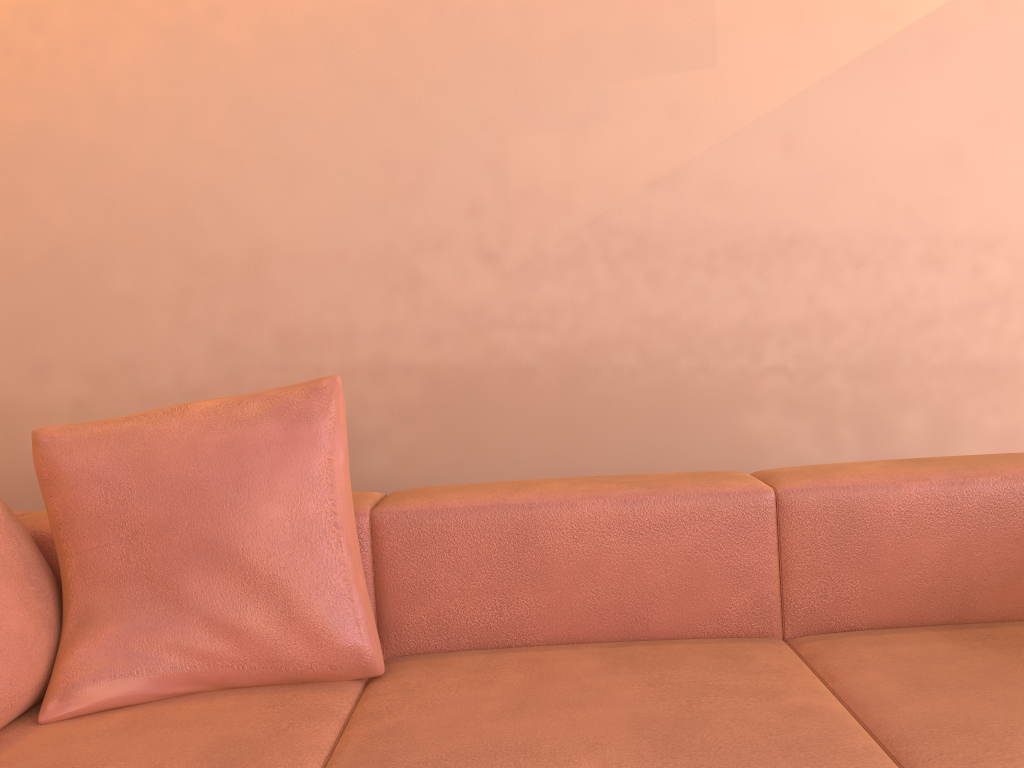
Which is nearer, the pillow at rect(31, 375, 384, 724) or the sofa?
the sofa

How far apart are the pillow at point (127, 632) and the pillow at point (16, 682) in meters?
0.0 m

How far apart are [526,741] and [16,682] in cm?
80

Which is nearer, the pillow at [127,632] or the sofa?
the sofa

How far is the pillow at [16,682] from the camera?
1.4 meters

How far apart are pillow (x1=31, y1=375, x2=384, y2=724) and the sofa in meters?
0.0

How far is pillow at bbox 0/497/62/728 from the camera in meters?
1.4 m

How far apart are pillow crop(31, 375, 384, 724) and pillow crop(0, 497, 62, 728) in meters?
0.0 m

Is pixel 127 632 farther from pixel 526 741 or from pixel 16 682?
pixel 526 741

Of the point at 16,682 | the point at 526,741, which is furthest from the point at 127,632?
the point at 526,741
